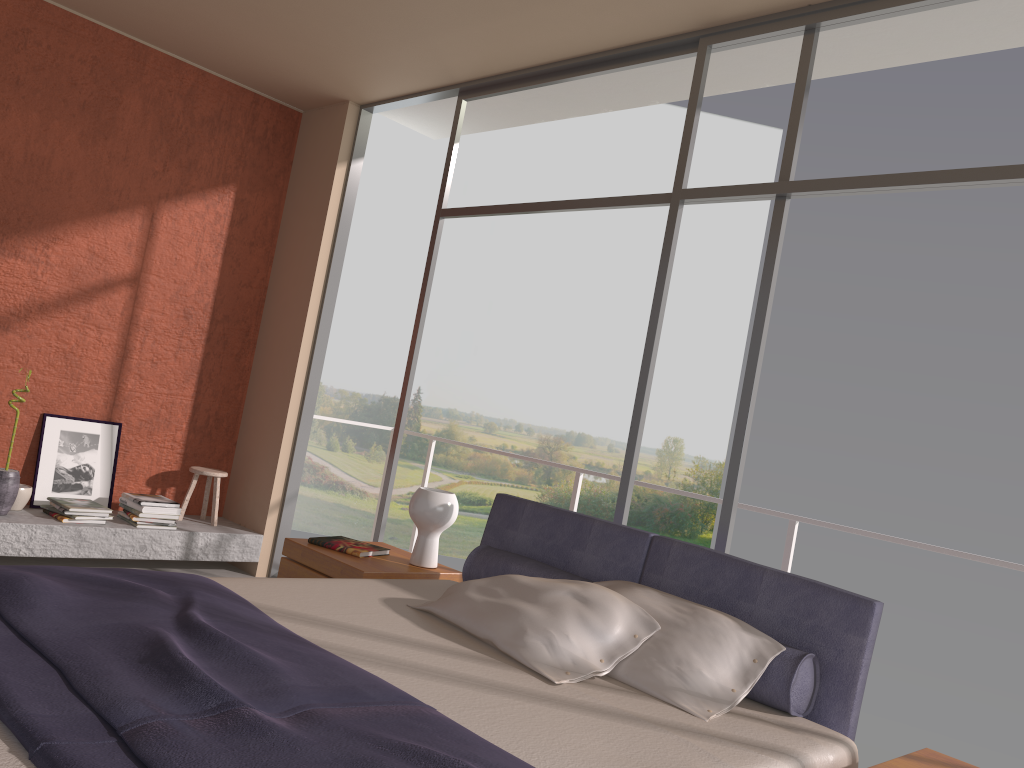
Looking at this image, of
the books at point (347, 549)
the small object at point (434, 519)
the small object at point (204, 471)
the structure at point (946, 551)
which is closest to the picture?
the small object at point (204, 471)

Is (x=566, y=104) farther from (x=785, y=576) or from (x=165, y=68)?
(x=785, y=576)

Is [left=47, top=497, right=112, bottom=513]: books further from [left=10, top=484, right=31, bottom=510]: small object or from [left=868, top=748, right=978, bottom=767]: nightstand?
Answer: [left=868, top=748, right=978, bottom=767]: nightstand

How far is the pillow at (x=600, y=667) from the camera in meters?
2.6

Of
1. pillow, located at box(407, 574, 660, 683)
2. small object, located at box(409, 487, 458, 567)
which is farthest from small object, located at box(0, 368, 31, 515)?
pillow, located at box(407, 574, 660, 683)

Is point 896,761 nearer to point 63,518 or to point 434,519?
point 434,519

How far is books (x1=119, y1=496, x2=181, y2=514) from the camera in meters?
5.2

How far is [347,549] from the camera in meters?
3.9 m

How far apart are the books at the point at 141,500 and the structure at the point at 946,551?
1.59m

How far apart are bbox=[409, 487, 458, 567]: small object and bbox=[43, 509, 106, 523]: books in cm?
226
